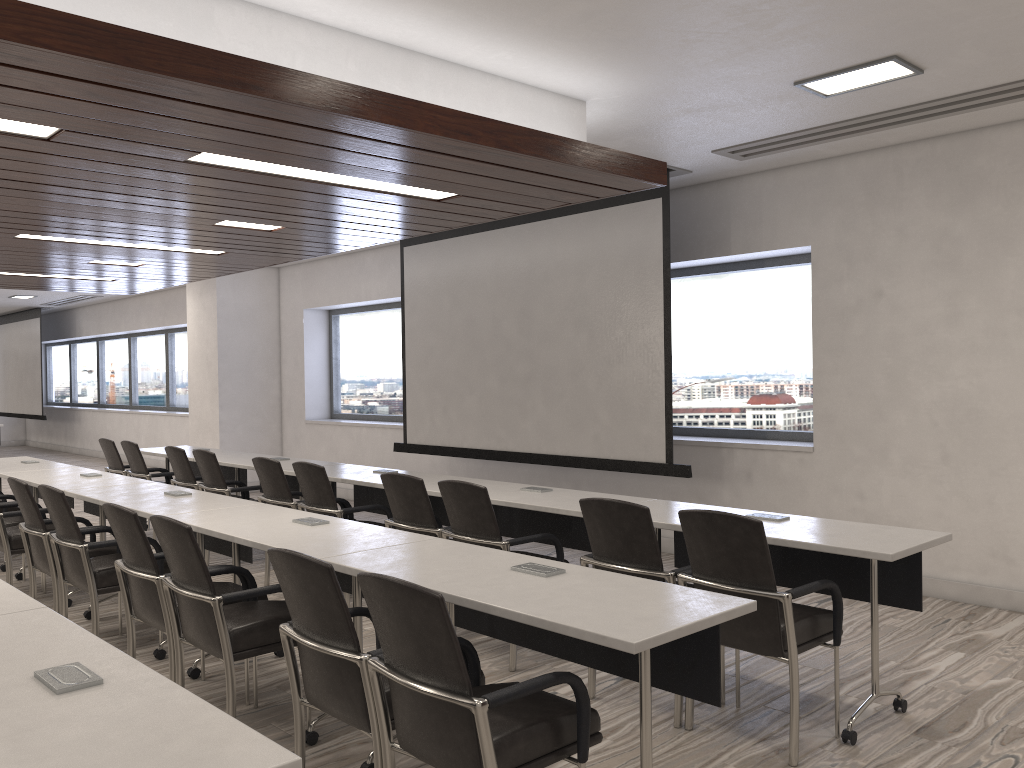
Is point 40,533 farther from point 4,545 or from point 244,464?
point 244,464

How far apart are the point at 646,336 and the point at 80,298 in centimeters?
1252cm

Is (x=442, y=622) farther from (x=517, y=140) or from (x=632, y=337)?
Answer: (x=632, y=337)

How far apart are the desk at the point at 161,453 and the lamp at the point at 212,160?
4.1m

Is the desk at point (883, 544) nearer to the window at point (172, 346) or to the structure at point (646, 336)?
the structure at point (646, 336)

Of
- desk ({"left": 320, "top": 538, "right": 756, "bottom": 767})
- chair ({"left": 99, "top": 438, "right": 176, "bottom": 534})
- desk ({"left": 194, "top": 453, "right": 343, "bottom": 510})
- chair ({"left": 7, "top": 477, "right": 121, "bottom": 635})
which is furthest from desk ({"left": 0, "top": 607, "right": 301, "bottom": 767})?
chair ({"left": 99, "top": 438, "right": 176, "bottom": 534})

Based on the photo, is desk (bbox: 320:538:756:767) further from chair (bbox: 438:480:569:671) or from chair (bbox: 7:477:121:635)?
chair (bbox: 7:477:121:635)

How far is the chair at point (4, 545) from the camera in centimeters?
555cm

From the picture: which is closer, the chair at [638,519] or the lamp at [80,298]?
the chair at [638,519]

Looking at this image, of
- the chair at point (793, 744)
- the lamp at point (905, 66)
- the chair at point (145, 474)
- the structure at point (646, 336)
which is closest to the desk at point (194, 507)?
the chair at point (145, 474)
